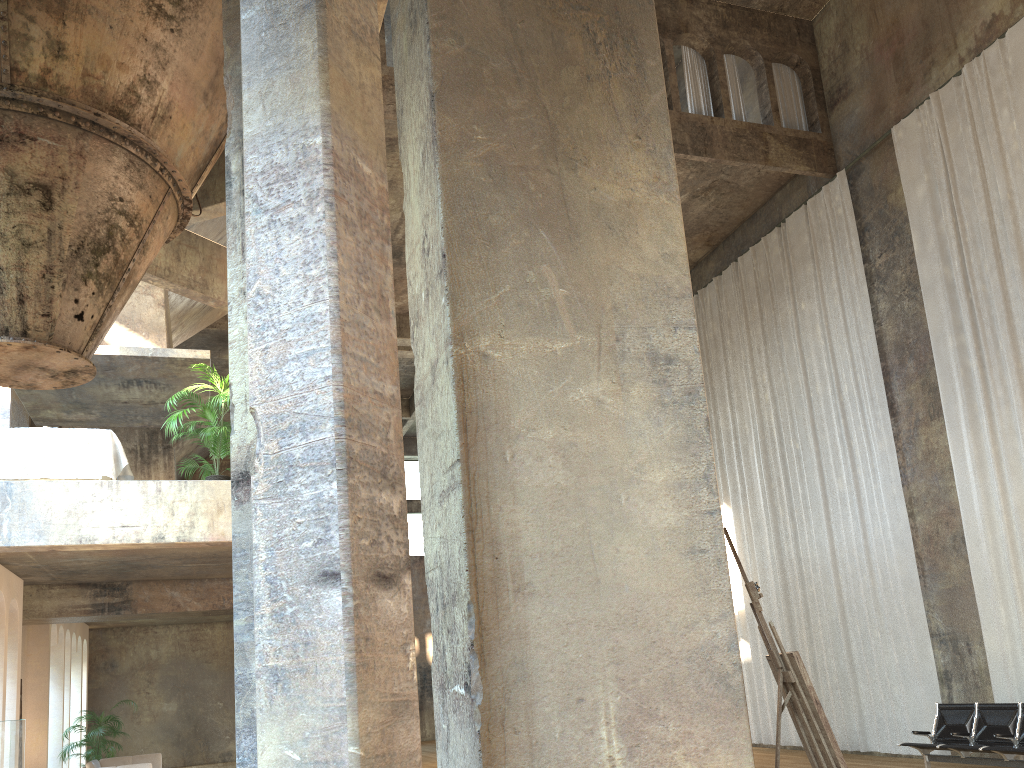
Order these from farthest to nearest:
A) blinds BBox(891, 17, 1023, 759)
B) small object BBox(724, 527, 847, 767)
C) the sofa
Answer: the sofa < blinds BBox(891, 17, 1023, 759) < small object BBox(724, 527, 847, 767)

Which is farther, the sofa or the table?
the sofa

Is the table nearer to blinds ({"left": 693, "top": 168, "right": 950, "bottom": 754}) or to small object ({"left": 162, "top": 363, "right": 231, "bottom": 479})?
small object ({"left": 162, "top": 363, "right": 231, "bottom": 479})

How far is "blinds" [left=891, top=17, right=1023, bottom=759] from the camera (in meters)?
10.57

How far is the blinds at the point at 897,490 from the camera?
12.3m

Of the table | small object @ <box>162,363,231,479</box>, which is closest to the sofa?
the table

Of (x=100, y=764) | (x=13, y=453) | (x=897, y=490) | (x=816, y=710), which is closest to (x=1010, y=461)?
(x=897, y=490)

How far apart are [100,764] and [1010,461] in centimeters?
1584cm

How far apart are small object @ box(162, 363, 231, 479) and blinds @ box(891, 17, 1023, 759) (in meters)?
9.22

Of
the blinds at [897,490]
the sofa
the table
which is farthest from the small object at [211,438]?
the blinds at [897,490]
